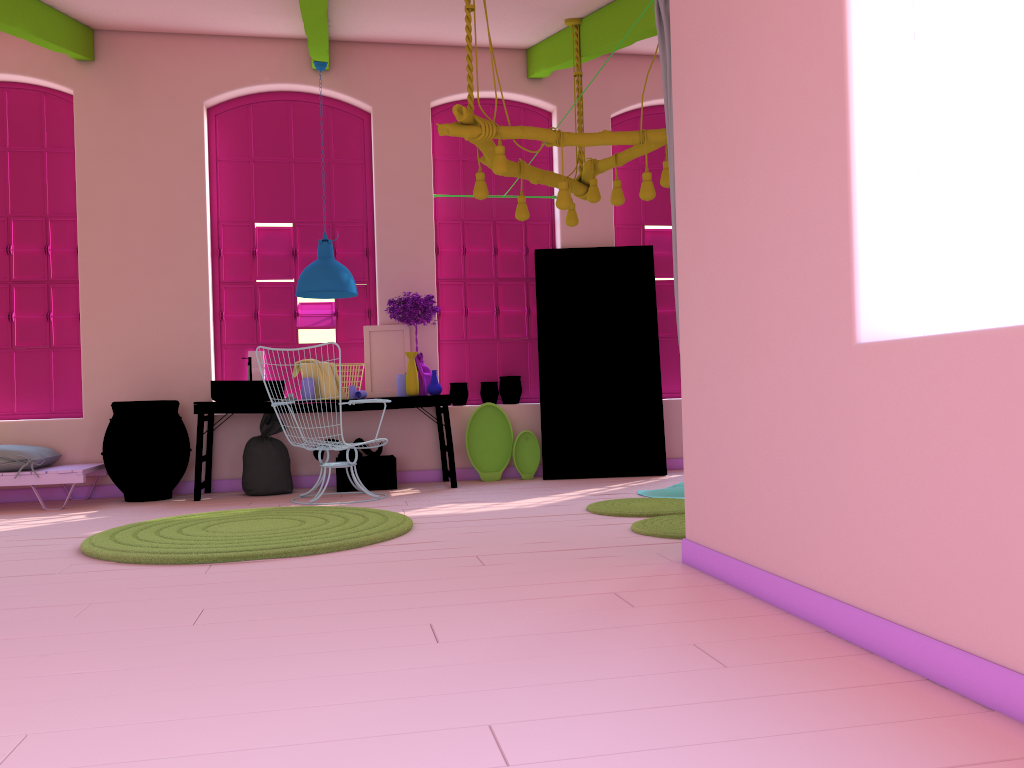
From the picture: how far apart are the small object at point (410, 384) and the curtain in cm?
390

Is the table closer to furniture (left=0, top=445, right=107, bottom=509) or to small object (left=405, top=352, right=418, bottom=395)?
small object (left=405, top=352, right=418, bottom=395)

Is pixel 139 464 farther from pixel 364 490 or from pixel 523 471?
pixel 523 471

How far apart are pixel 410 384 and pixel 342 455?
0.9 meters

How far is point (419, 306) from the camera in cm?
788

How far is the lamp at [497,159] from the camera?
5.32m

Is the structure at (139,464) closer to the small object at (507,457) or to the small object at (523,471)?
the small object at (507,457)

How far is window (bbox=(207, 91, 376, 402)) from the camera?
8.2 meters

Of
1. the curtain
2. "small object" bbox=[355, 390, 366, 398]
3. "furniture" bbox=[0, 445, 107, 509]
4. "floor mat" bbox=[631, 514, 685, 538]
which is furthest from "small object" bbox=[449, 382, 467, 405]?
the curtain

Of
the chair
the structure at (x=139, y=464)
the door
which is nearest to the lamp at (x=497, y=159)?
the door
